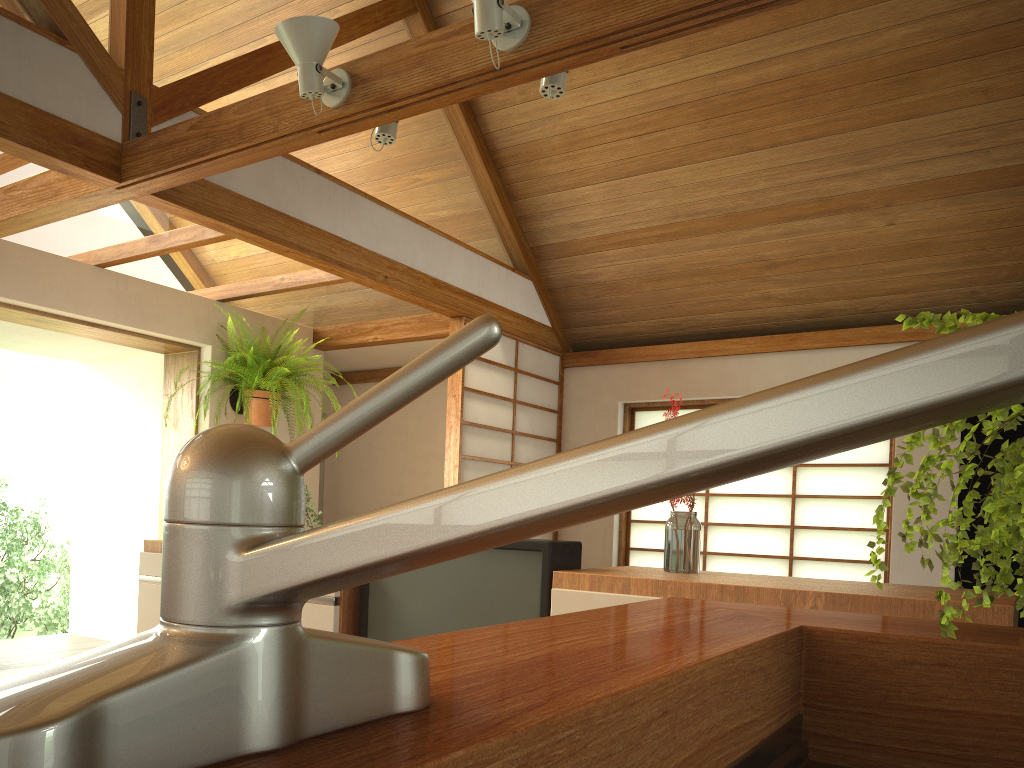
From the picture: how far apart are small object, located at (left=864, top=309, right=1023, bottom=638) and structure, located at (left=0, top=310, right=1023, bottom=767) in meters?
0.6 m

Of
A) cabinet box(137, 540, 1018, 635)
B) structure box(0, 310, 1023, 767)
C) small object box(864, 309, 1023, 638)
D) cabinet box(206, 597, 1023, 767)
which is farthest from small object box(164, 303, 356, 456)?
structure box(0, 310, 1023, 767)

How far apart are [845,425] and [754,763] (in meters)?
0.58

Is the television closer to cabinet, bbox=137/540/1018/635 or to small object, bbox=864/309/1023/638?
cabinet, bbox=137/540/1018/635

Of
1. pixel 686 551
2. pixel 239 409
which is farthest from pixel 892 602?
pixel 239 409

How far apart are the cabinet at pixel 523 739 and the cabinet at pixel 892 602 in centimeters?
98cm

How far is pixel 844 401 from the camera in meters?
0.2 m

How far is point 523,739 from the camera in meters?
0.4 m

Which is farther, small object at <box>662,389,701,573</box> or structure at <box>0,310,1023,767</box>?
small object at <box>662,389,701,573</box>

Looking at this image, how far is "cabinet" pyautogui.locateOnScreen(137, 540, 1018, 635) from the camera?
1.9 meters
